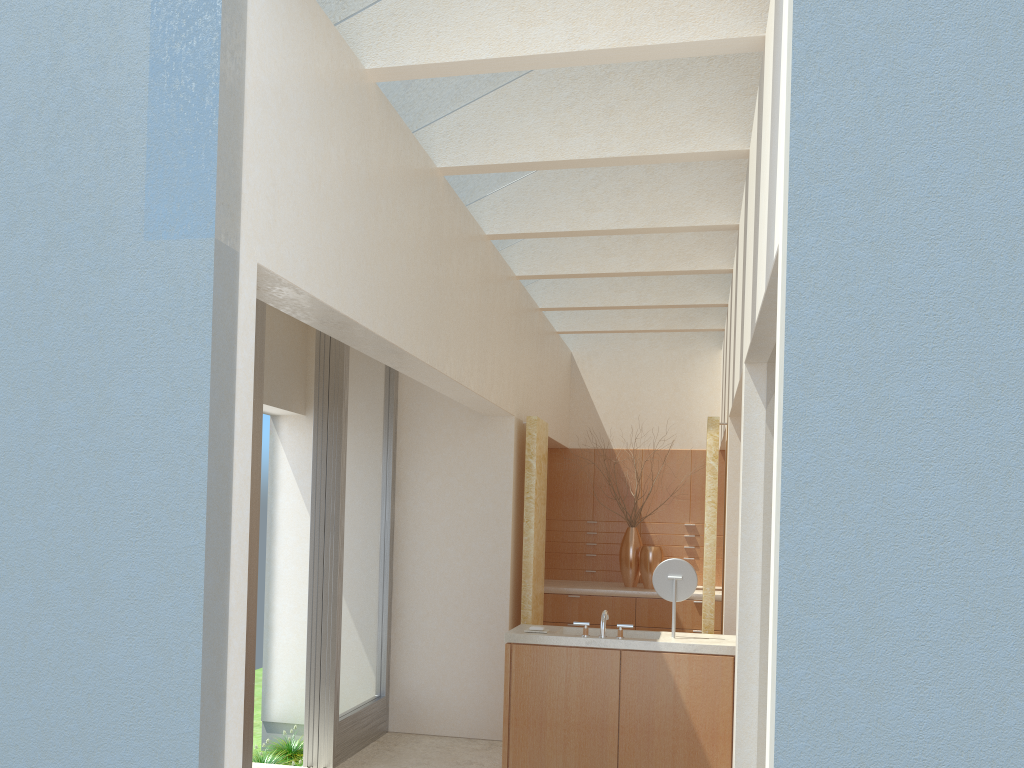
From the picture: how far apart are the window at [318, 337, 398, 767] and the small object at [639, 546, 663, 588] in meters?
6.4 m

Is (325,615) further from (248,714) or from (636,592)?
(636,592)

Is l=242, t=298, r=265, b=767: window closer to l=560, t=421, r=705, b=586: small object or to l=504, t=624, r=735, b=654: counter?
l=504, t=624, r=735, b=654: counter

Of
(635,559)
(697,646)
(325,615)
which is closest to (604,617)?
(697,646)

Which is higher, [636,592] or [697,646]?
[636,592]

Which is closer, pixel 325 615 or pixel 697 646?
pixel 697 646

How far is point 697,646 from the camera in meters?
11.8 m

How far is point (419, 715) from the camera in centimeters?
1519cm

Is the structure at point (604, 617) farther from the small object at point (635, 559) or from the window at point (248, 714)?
the small object at point (635, 559)

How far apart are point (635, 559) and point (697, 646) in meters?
7.9
